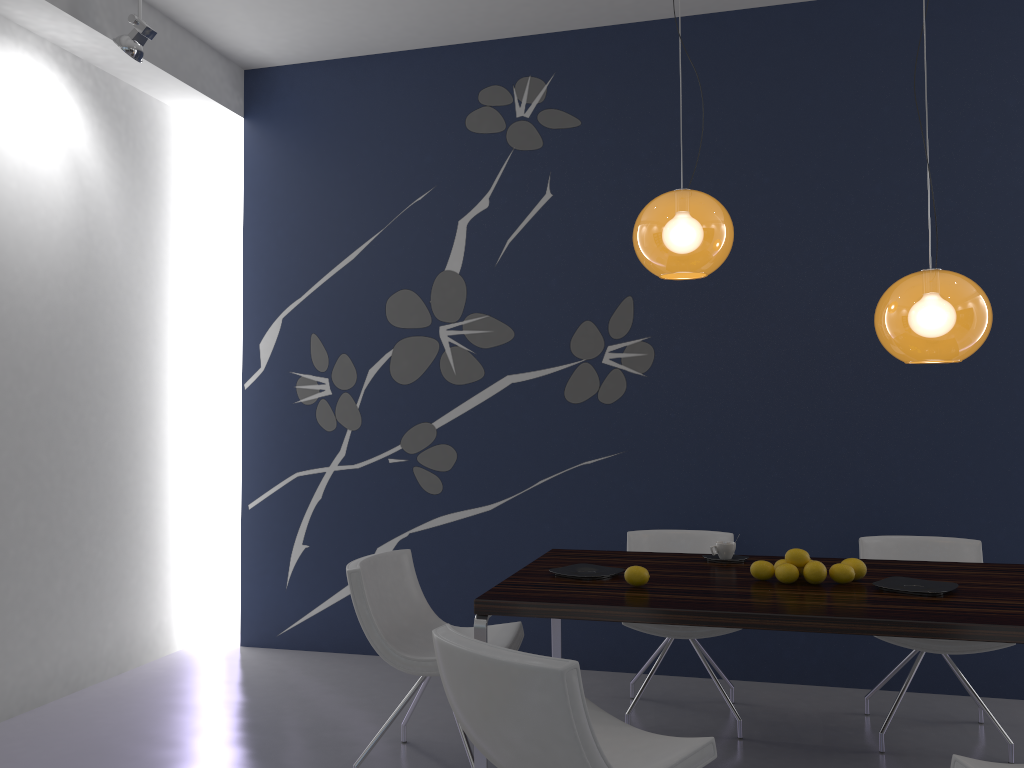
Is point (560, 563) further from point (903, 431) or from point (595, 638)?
point (903, 431)

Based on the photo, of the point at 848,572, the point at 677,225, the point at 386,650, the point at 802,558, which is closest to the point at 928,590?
the point at 848,572

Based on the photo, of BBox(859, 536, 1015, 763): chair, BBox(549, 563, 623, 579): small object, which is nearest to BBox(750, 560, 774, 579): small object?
BBox(549, 563, 623, 579): small object

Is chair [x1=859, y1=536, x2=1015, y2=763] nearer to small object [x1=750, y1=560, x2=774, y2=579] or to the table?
the table

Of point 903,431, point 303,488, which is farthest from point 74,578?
point 903,431

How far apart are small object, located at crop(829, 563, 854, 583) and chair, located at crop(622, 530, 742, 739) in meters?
0.8

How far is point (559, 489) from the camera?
4.83m

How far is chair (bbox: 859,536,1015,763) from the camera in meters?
3.5 m

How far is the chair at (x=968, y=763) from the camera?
2.11m

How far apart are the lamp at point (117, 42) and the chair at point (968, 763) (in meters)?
4.13
